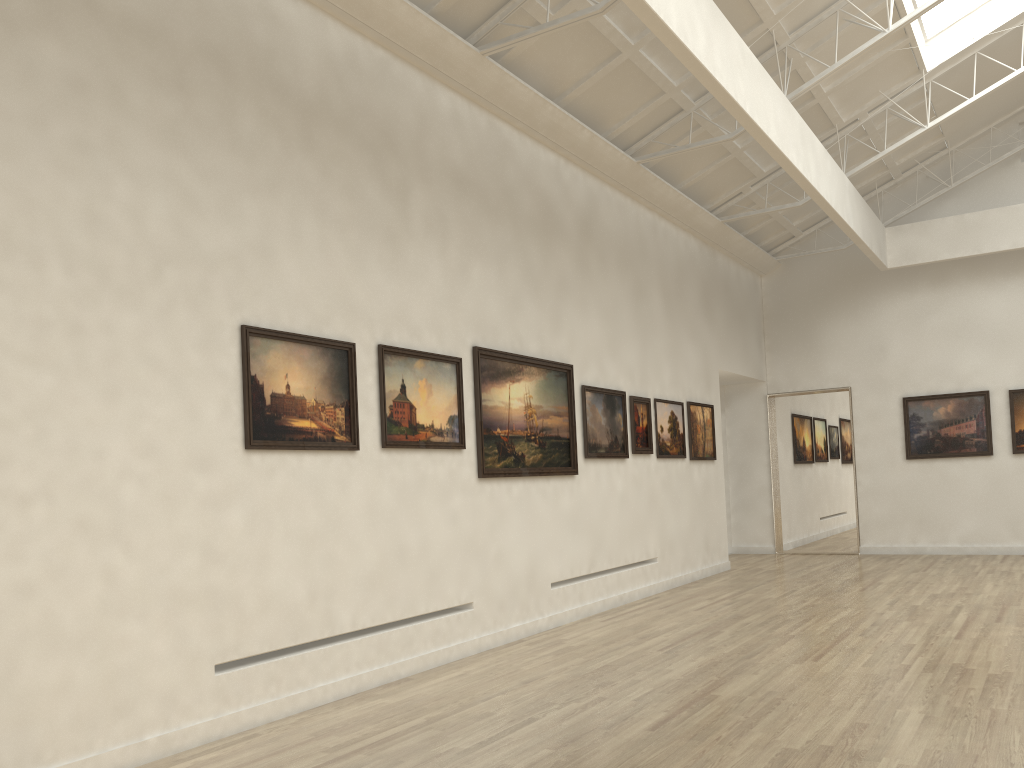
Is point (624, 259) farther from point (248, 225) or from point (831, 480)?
point (831, 480)
